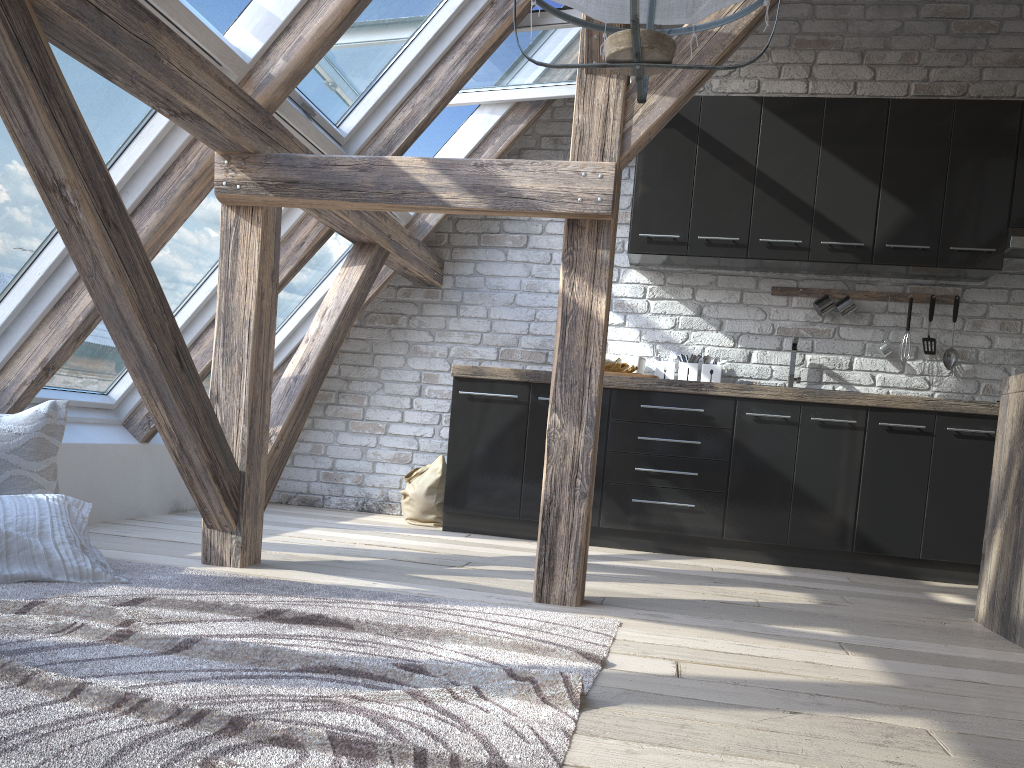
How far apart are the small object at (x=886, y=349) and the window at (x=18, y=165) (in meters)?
3.38

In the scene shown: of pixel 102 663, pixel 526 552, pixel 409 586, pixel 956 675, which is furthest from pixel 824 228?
pixel 102 663

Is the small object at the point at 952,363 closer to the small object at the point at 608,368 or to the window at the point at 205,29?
the small object at the point at 608,368

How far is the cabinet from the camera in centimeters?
407cm

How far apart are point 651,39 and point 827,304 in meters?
3.6 m

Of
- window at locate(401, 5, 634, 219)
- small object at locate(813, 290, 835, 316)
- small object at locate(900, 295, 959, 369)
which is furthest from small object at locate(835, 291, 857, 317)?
window at locate(401, 5, 634, 219)

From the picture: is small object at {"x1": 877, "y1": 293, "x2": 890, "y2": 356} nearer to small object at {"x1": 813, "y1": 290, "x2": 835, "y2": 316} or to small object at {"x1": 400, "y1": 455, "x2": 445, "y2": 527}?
small object at {"x1": 813, "y1": 290, "x2": 835, "y2": 316}

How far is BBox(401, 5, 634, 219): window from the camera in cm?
408

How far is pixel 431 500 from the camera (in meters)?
4.61

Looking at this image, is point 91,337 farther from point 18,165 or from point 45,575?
point 45,575
